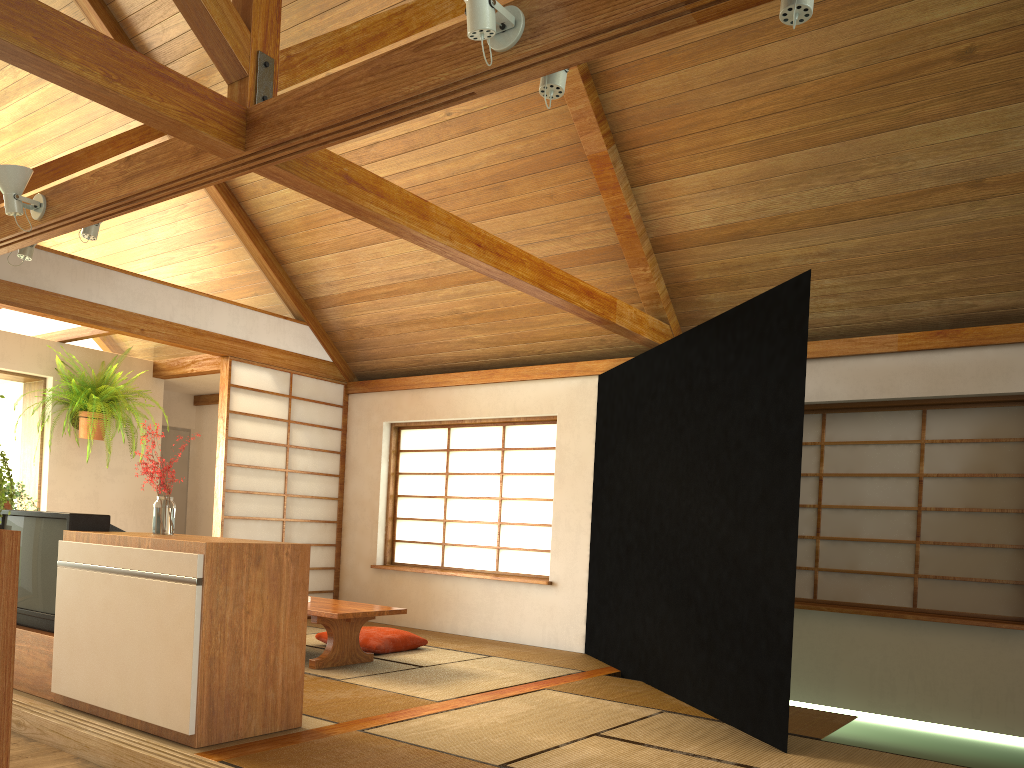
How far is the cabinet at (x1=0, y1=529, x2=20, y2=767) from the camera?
1.95m

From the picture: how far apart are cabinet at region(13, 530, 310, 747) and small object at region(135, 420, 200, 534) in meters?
0.3 m

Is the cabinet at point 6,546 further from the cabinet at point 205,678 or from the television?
the television

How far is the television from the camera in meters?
3.7 m

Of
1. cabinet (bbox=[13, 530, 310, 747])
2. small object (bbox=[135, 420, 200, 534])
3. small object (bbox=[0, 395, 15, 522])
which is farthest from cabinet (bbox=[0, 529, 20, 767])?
small object (bbox=[135, 420, 200, 534])

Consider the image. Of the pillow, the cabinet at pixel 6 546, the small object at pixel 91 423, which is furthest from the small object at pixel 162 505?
the small object at pixel 91 423

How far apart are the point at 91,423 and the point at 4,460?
4.8 meters

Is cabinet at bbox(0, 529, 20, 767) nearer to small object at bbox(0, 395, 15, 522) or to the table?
small object at bbox(0, 395, 15, 522)

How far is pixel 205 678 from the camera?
3.04m

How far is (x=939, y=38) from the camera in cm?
401
